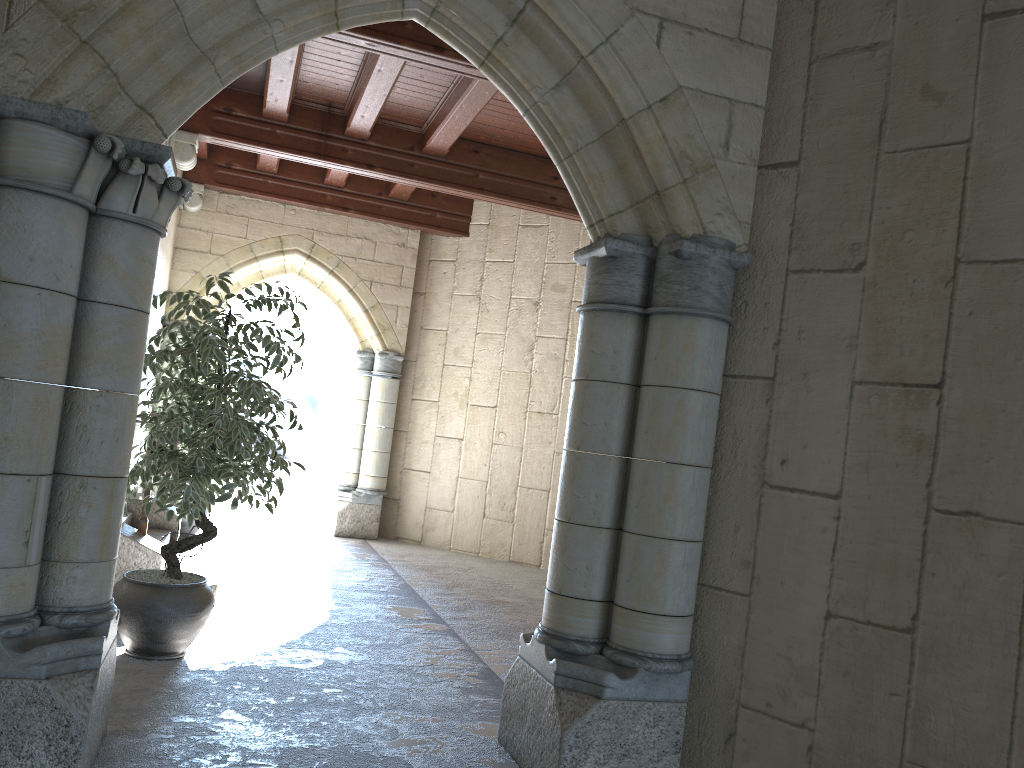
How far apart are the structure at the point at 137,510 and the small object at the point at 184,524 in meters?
1.0 m

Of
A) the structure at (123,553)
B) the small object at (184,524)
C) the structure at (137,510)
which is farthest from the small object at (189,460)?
the small object at (184,524)

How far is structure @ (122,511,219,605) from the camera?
4.93m

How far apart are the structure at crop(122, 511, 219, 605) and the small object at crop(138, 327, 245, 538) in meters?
1.1 m

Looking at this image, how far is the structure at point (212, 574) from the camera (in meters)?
4.93

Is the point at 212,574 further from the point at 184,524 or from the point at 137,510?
the point at 184,524

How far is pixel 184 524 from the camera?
6.76m

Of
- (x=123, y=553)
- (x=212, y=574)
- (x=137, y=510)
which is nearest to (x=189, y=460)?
(x=123, y=553)

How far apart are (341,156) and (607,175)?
4.2 meters

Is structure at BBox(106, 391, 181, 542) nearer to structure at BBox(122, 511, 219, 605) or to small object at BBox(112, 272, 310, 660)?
structure at BBox(122, 511, 219, 605)
